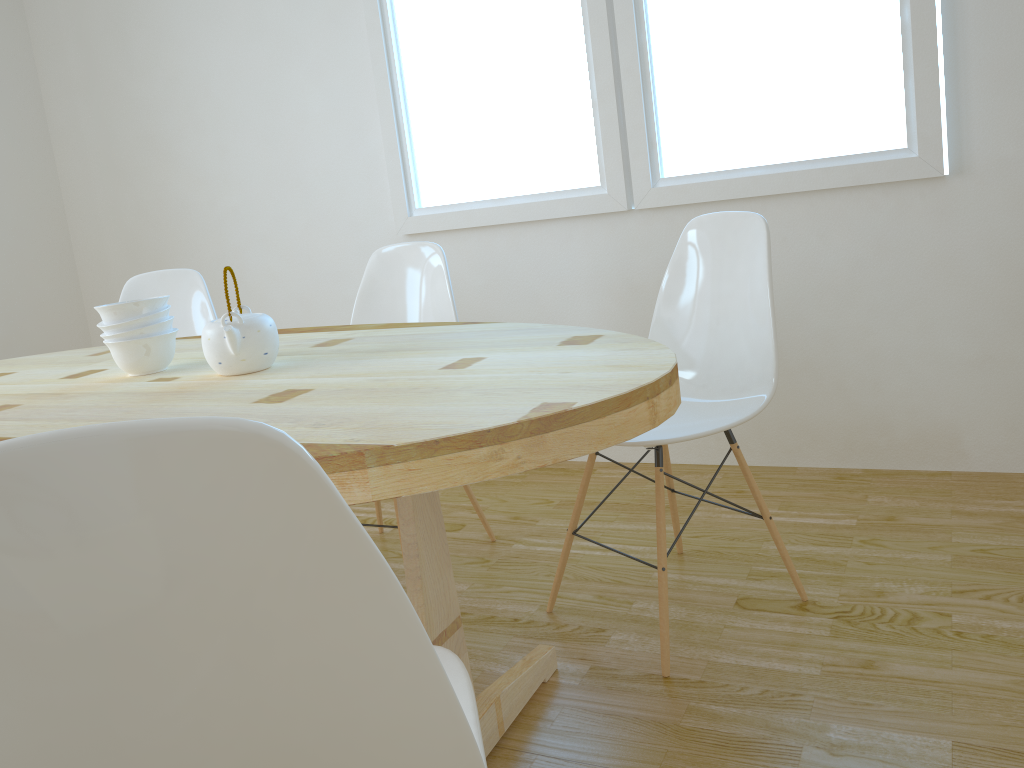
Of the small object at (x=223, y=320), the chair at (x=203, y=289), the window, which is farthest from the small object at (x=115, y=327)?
the window

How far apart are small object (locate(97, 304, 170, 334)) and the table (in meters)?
0.10

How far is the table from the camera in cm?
111

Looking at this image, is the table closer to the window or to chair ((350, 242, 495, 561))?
chair ((350, 242, 495, 561))

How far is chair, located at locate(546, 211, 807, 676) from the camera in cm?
194

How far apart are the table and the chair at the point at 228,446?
0.20m

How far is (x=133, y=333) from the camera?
1.82m

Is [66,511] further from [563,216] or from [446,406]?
[563,216]

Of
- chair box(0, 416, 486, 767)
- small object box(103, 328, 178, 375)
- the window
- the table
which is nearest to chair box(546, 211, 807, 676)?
the table

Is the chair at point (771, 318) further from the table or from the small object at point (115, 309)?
the small object at point (115, 309)
